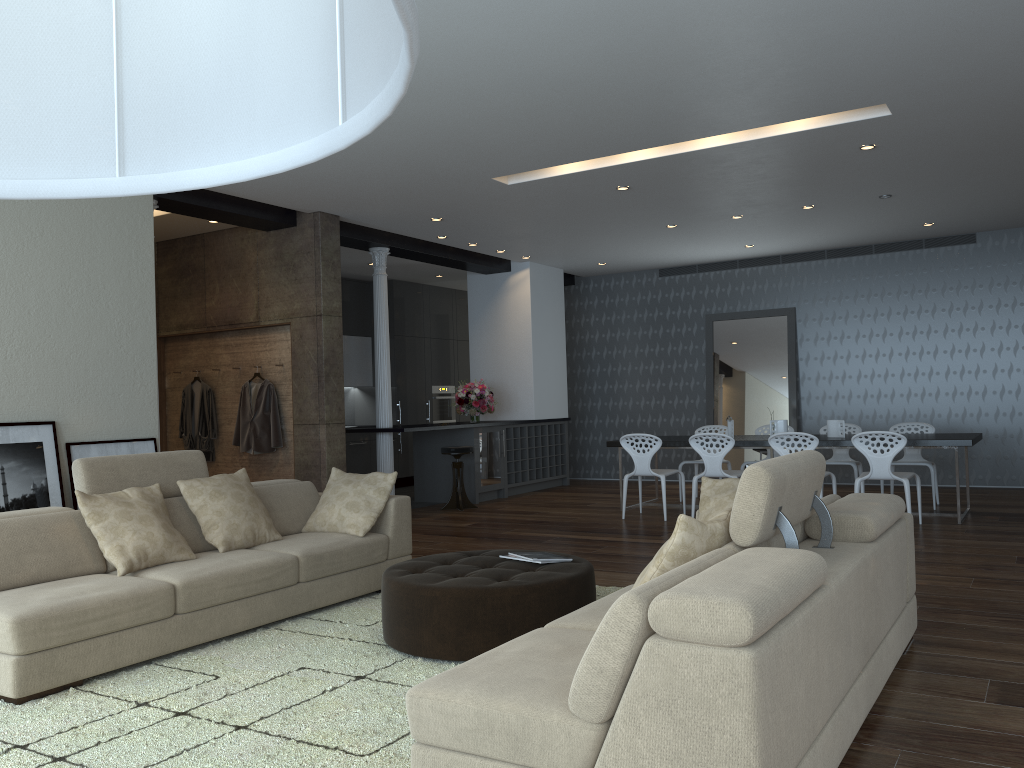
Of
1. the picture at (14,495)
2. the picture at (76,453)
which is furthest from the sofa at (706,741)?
the picture at (76,453)

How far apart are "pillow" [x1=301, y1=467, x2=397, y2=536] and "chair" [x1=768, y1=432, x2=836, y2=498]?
3.77m

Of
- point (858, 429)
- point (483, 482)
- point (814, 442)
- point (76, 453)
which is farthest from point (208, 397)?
point (858, 429)

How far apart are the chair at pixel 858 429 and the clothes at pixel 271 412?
5.7m

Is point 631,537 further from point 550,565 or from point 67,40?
point 67,40

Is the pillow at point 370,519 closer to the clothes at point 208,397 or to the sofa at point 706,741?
the sofa at point 706,741

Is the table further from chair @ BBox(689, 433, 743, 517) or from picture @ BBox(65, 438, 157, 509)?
picture @ BBox(65, 438, 157, 509)

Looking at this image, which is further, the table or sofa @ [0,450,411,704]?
the table

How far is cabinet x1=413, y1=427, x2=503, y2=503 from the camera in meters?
10.4 m

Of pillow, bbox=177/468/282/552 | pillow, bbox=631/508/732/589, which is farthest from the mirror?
pillow, bbox=631/508/732/589
